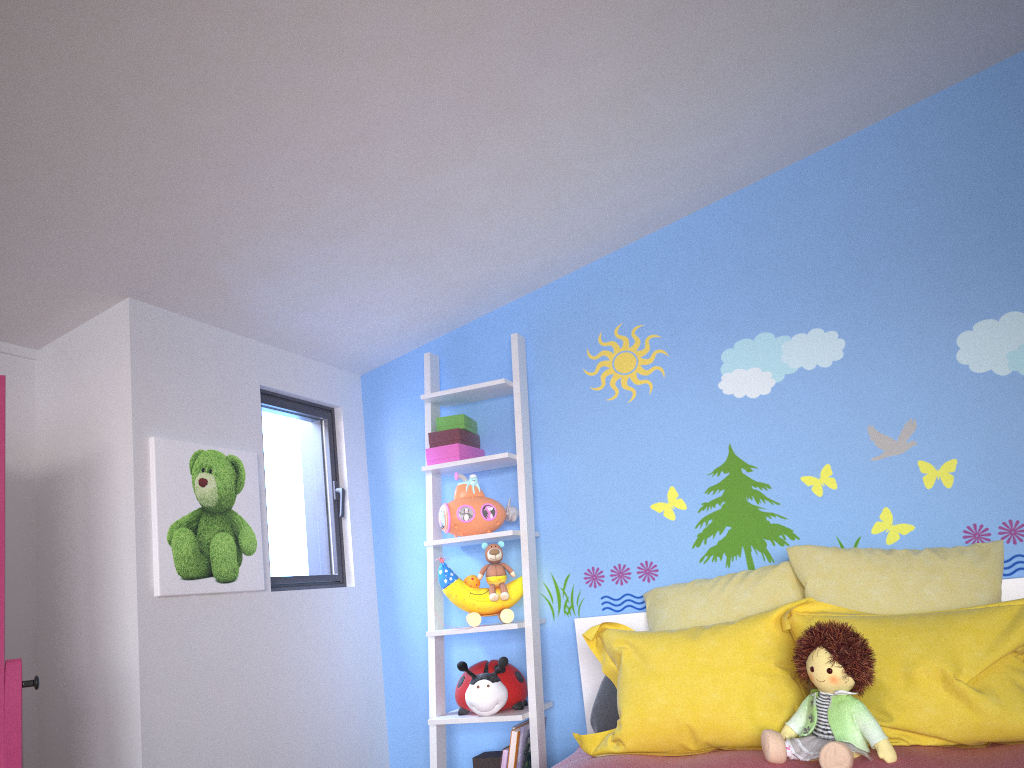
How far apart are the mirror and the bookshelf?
1.4 meters

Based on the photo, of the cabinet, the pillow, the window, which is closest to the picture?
the window

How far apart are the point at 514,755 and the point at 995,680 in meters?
1.4 m

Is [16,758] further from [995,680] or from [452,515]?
[995,680]

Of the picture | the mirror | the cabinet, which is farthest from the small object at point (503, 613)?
the mirror

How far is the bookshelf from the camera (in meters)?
2.83

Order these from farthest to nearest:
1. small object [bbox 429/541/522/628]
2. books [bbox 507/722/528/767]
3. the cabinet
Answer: small object [bbox 429/541/522/628] → books [bbox 507/722/528/767] → the cabinet

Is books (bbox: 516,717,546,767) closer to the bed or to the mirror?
the bed

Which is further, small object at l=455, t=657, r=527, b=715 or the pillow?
small object at l=455, t=657, r=527, b=715

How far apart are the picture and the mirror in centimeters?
64cm
